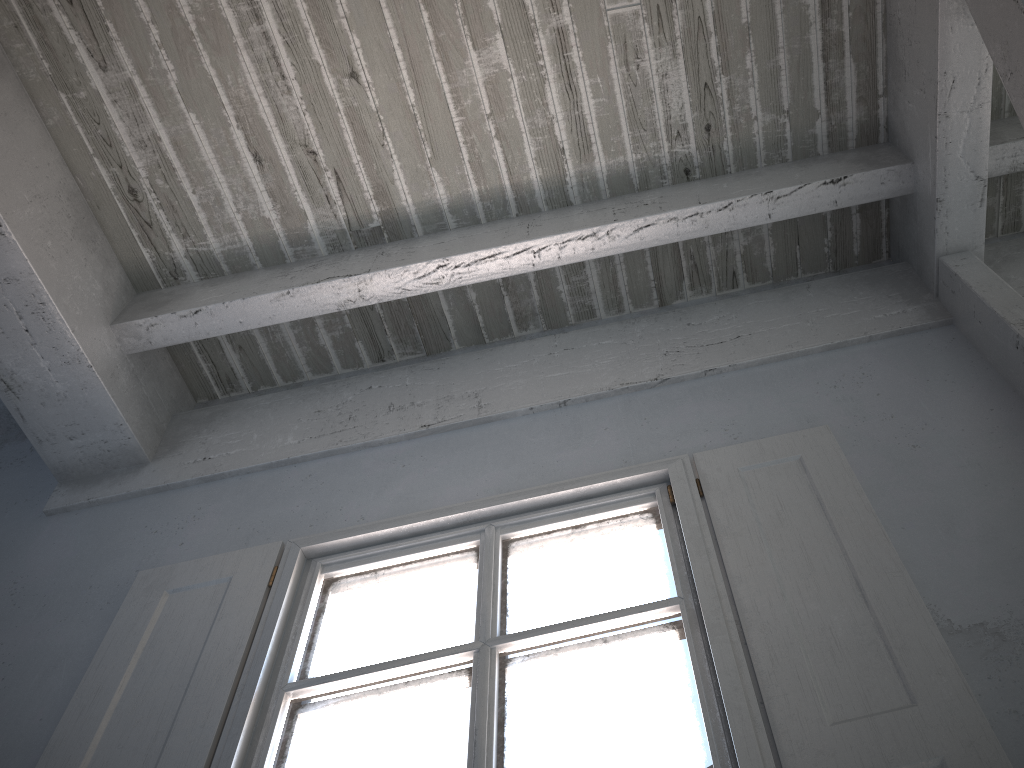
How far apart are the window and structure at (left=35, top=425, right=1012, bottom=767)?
0.02m

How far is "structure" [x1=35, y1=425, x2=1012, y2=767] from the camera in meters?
1.8 m

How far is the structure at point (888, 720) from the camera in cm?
180

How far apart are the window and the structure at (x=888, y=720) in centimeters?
2cm

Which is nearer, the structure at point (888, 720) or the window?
the structure at point (888, 720)

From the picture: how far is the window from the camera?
2.0 meters

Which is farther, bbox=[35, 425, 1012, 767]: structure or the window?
the window

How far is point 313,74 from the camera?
3.2m
